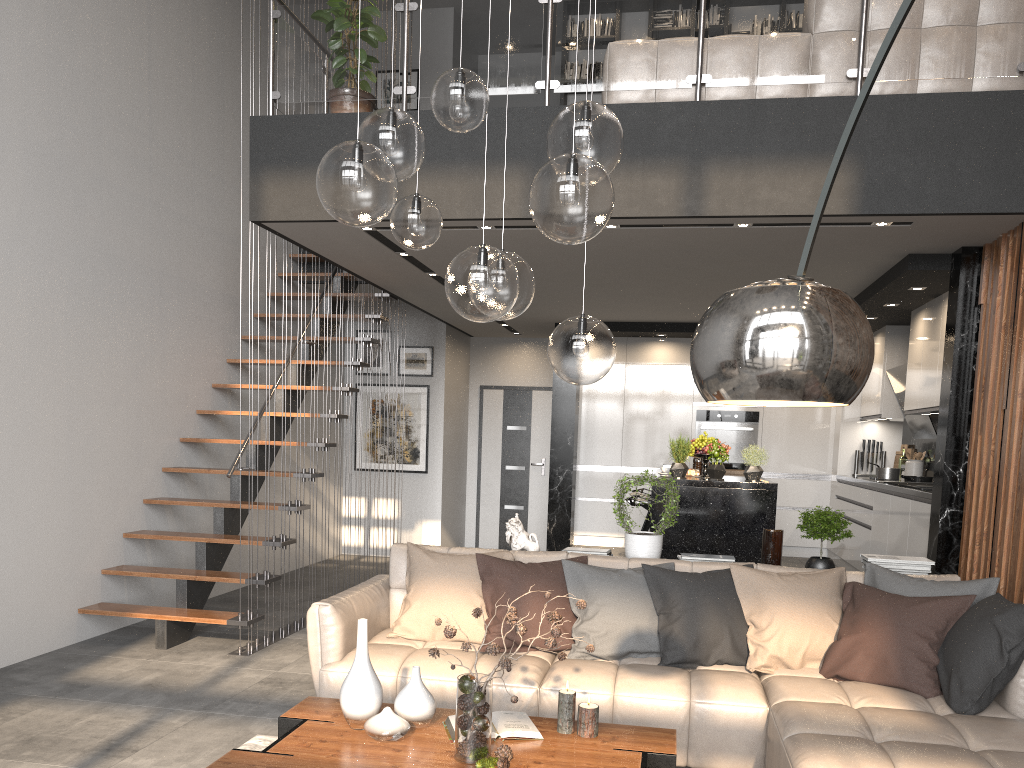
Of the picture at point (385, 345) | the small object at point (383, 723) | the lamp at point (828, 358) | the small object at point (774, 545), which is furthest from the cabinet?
the lamp at point (828, 358)

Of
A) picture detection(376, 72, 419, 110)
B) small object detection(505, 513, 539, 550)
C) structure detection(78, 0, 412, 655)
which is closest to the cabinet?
small object detection(505, 513, 539, 550)

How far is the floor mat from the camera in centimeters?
372cm

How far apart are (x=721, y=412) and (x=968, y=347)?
4.16m

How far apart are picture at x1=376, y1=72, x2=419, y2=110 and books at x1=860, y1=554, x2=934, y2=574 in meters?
7.5

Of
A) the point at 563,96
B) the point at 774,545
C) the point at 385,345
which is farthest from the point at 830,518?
the point at 385,345

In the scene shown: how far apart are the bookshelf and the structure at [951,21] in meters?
3.7

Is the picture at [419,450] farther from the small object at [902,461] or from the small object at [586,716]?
the small object at [586,716]

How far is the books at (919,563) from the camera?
4.5m

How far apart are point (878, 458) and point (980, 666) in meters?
5.7 m
